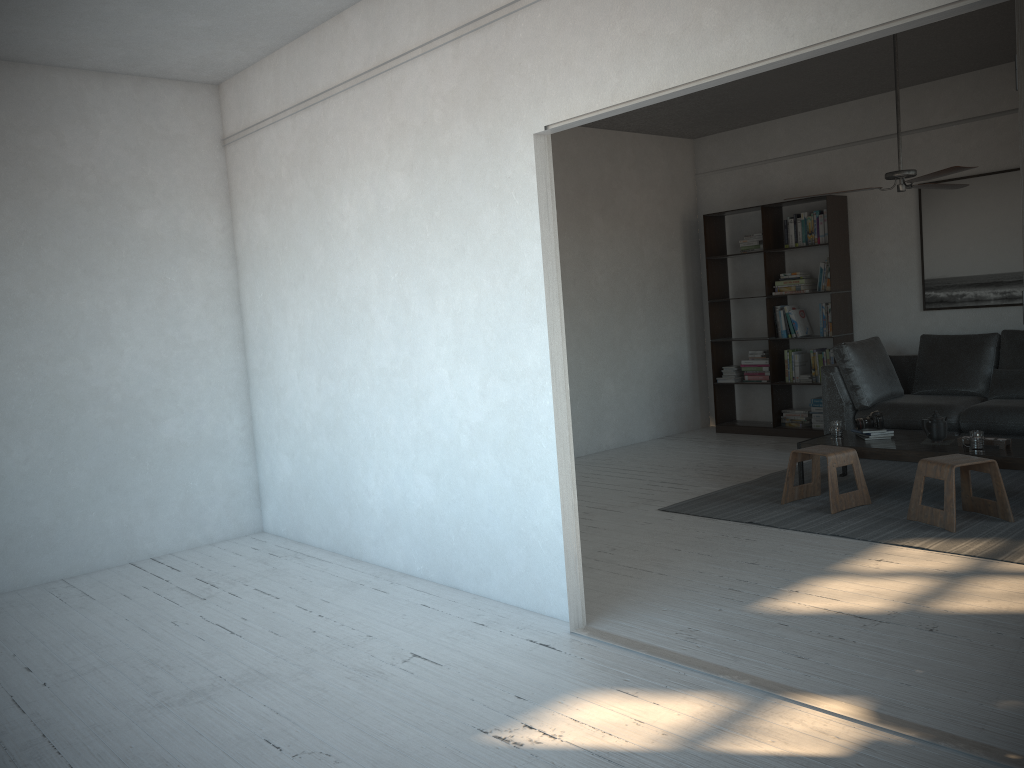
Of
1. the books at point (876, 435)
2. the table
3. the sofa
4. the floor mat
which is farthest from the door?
the sofa

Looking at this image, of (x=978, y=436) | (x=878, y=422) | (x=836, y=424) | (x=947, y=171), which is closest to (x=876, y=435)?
(x=878, y=422)

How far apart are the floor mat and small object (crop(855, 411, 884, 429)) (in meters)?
0.39

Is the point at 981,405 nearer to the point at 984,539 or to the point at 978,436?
the point at 978,436

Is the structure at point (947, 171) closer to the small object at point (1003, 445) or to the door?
the small object at point (1003, 445)

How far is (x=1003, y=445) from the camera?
5.0 meters

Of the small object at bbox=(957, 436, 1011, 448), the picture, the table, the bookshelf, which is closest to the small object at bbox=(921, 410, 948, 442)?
the table

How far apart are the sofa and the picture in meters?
0.4

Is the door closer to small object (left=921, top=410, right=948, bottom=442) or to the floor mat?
the floor mat

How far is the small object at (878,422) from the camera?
5.7m
